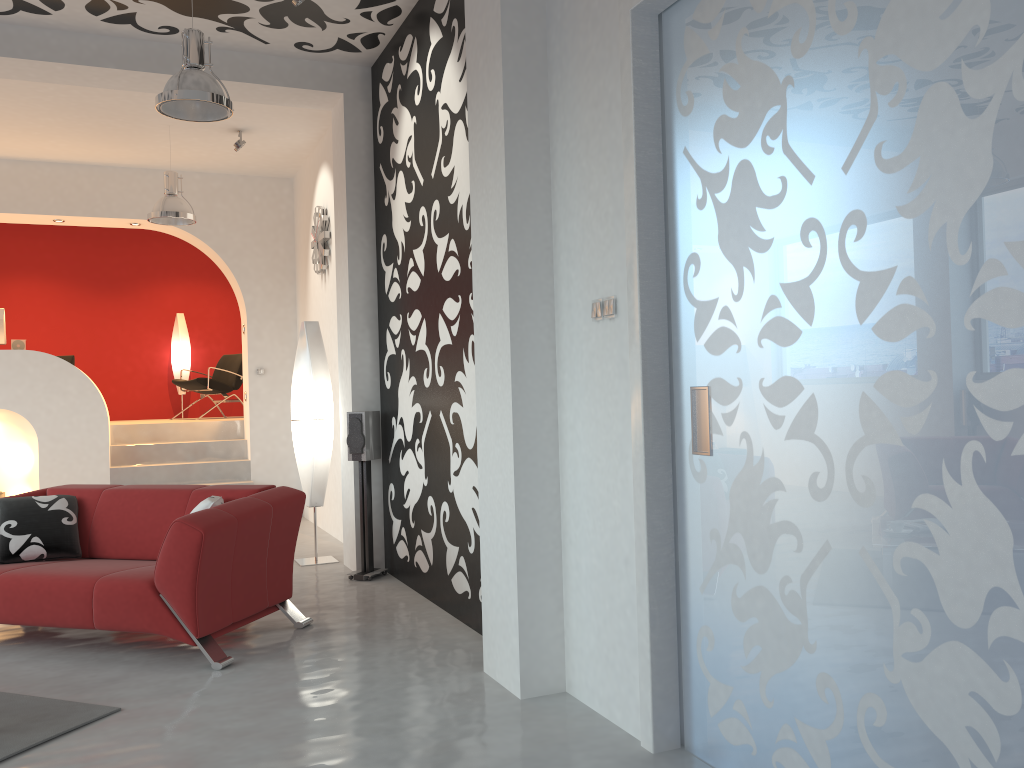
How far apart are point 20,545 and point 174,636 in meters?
1.3 m

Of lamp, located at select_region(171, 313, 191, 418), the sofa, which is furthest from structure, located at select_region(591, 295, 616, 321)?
lamp, located at select_region(171, 313, 191, 418)

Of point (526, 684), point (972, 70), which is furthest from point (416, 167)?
point (972, 70)

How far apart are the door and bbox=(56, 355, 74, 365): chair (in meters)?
9.13

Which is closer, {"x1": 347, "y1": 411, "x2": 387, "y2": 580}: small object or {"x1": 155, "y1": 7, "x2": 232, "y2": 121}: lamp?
{"x1": 155, "y1": 7, "x2": 232, "y2": 121}: lamp

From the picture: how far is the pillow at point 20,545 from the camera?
4.7m

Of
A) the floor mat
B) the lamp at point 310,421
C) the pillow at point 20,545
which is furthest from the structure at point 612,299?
the lamp at point 310,421

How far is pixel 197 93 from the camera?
4.40m

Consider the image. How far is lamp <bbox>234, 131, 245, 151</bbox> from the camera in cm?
747

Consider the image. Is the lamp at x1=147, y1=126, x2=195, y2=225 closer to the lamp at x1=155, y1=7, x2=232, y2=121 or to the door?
the lamp at x1=155, y1=7, x2=232, y2=121
